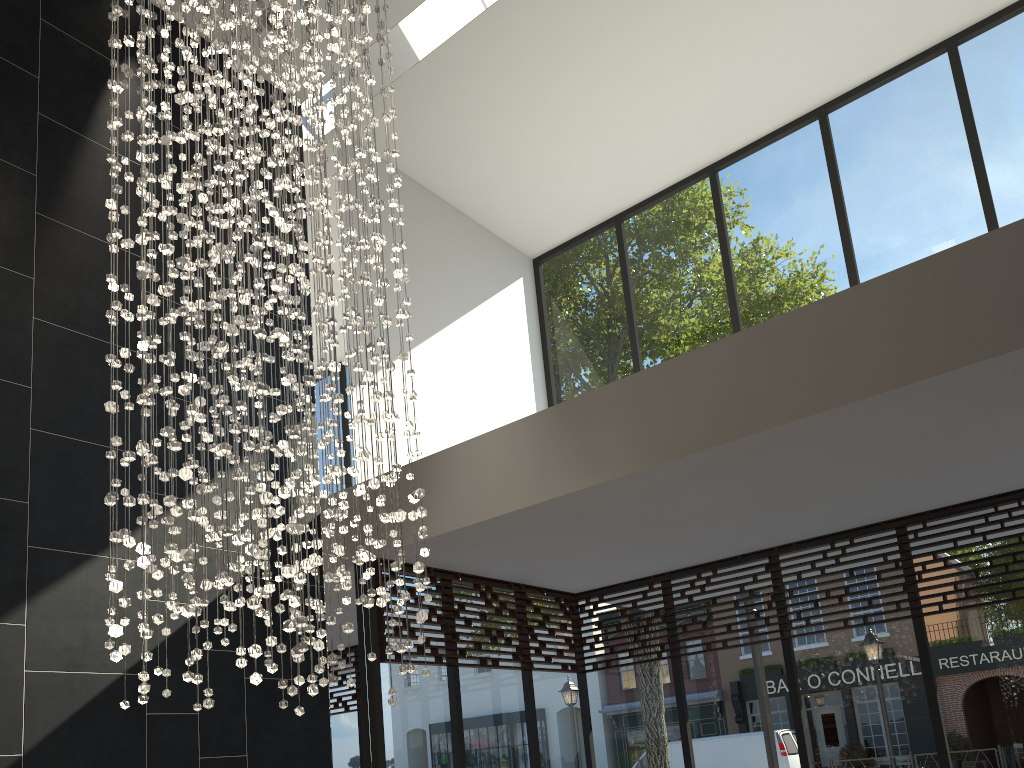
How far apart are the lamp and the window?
1.19m

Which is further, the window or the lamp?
the window

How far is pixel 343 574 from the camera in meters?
3.1 m

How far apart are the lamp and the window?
1.19m

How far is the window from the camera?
5.2m

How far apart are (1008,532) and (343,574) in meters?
4.2 m

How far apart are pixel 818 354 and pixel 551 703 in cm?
366

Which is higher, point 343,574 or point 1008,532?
point 1008,532
